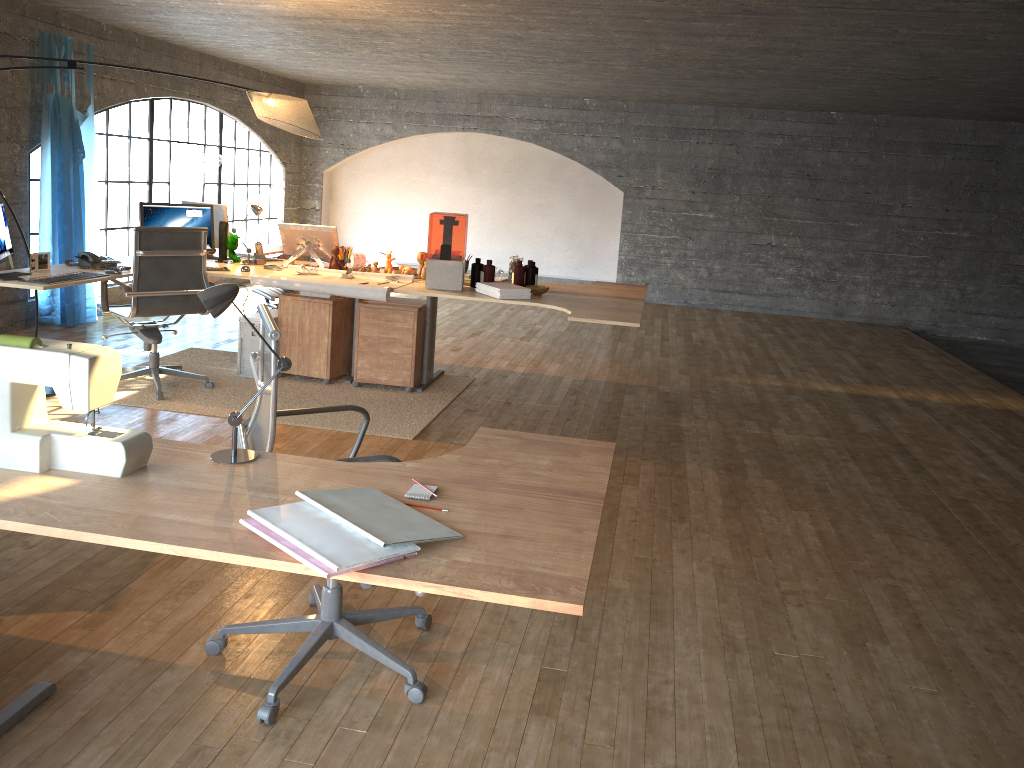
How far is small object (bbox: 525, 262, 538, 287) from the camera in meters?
5.5 m

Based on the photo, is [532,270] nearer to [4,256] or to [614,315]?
[614,315]

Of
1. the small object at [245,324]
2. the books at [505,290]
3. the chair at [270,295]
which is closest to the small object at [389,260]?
the books at [505,290]

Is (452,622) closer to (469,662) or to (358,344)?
(469,662)

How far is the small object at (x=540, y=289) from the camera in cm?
531

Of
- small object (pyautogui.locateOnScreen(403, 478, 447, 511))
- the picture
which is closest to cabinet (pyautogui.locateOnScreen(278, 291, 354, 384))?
the picture

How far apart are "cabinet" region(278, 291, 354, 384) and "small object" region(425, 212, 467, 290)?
0.76m

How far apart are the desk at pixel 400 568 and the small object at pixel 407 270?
3.5 meters

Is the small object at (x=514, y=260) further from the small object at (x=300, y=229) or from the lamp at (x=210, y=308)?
the lamp at (x=210, y=308)

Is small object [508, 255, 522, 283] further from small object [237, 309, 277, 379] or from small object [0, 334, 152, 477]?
small object [0, 334, 152, 477]
